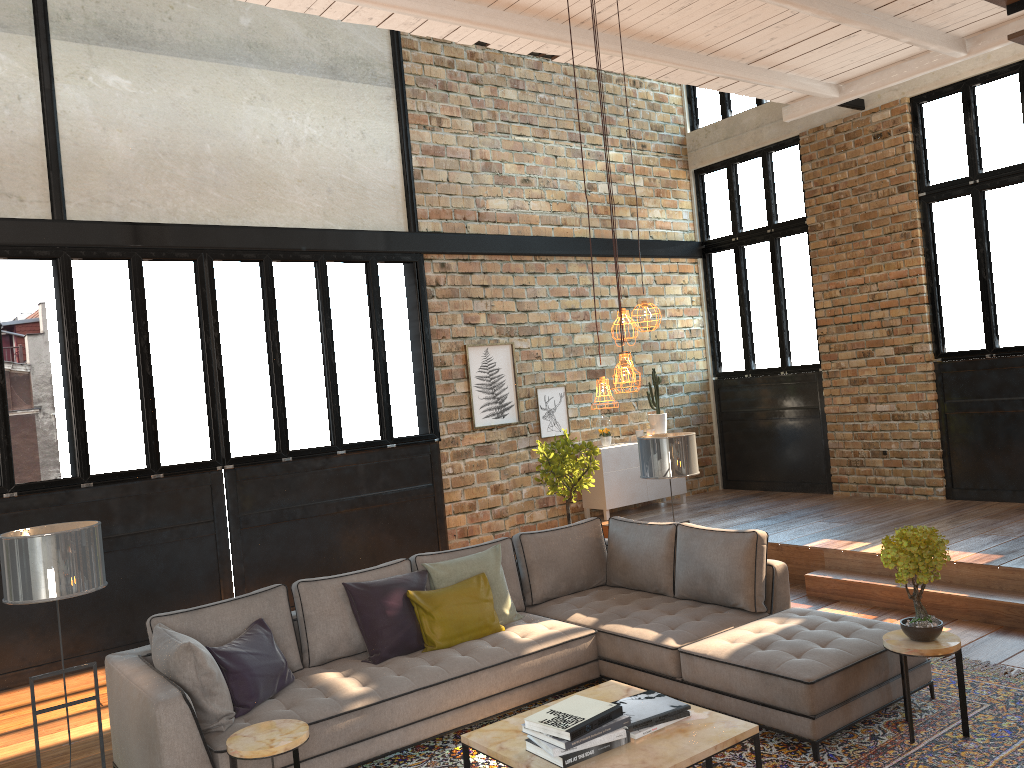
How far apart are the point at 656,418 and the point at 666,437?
4.1 meters

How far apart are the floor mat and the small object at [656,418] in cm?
532

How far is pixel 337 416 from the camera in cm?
826

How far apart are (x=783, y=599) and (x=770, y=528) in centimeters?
305cm

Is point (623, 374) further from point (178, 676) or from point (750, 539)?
point (178, 676)

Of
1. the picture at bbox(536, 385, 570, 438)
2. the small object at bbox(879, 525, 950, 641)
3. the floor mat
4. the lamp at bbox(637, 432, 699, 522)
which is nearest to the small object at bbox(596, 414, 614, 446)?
the picture at bbox(536, 385, 570, 438)

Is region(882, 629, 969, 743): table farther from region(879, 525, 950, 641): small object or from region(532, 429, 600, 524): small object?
region(532, 429, 600, 524): small object

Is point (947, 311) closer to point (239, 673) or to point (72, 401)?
point (239, 673)

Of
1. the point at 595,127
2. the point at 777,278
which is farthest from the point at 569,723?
the point at 595,127

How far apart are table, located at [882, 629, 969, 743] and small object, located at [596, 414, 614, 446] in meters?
5.6
